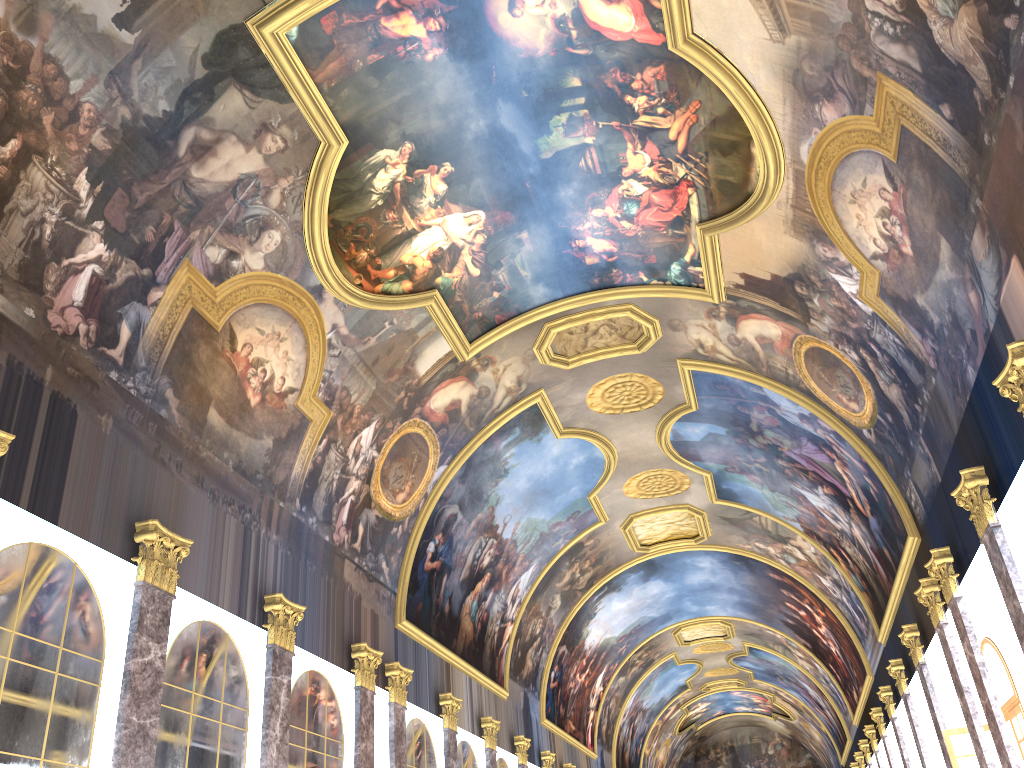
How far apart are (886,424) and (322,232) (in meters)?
11.38

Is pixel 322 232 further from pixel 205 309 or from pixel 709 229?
pixel 709 229

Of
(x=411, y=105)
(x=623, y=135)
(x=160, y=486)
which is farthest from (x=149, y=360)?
(x=623, y=135)
